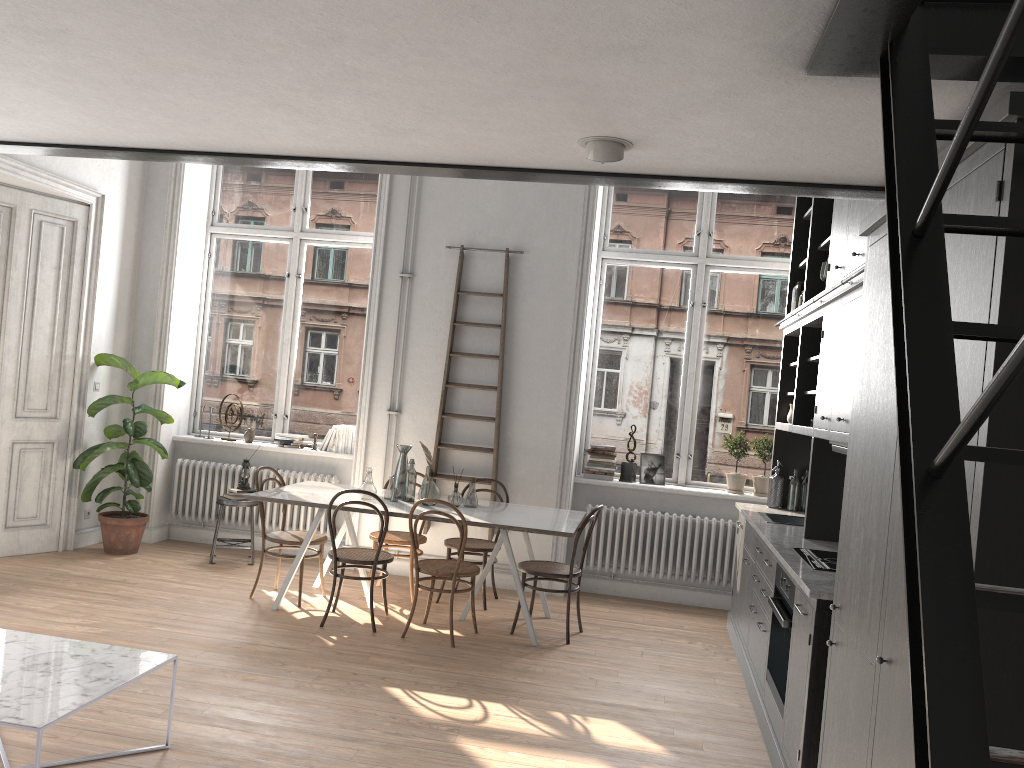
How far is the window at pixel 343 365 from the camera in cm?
810

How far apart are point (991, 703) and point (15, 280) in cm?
696

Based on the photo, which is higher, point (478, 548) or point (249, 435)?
point (249, 435)

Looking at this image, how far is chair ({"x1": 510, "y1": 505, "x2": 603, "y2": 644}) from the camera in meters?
5.9 m

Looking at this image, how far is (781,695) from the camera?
4.14m

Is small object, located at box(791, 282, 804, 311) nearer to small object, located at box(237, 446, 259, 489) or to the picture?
the picture

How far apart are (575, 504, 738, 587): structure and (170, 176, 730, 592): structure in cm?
220

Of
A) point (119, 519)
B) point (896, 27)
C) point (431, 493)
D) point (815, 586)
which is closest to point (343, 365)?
point (119, 519)

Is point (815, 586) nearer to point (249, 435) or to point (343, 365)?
point (343, 365)

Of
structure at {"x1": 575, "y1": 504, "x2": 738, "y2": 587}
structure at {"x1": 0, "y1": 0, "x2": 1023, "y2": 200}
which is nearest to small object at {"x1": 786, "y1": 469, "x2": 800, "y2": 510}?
structure at {"x1": 575, "y1": 504, "x2": 738, "y2": 587}
